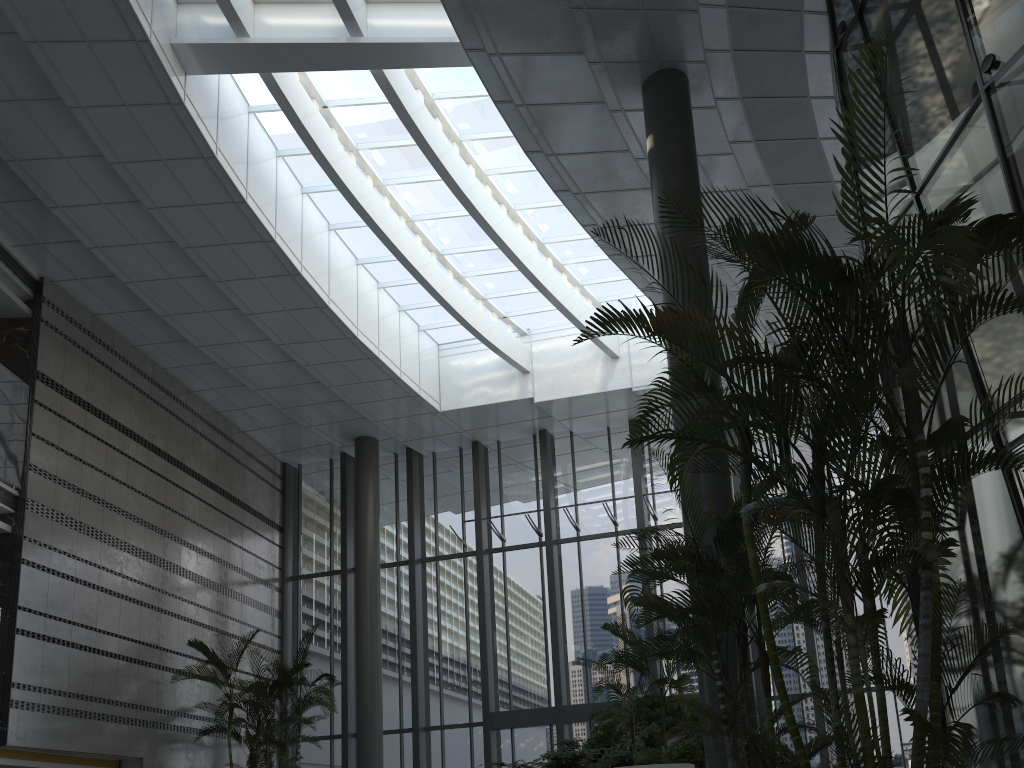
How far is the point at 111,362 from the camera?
13.3m

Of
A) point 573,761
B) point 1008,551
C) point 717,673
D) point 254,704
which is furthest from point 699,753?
point 254,704

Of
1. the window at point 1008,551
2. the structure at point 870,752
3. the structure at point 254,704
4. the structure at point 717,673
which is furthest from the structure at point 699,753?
the structure at point 254,704

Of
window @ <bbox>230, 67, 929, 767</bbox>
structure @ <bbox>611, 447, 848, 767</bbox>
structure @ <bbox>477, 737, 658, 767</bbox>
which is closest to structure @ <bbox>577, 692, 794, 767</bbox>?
structure @ <bbox>477, 737, 658, 767</bbox>

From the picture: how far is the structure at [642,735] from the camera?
10.02m

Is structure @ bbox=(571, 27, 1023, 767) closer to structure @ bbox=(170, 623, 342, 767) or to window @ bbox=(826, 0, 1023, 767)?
window @ bbox=(826, 0, 1023, 767)

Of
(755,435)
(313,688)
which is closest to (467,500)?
(313,688)

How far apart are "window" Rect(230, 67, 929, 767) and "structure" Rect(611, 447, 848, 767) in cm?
751

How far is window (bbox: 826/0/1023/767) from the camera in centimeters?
459cm

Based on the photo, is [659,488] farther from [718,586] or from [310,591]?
[718,586]
